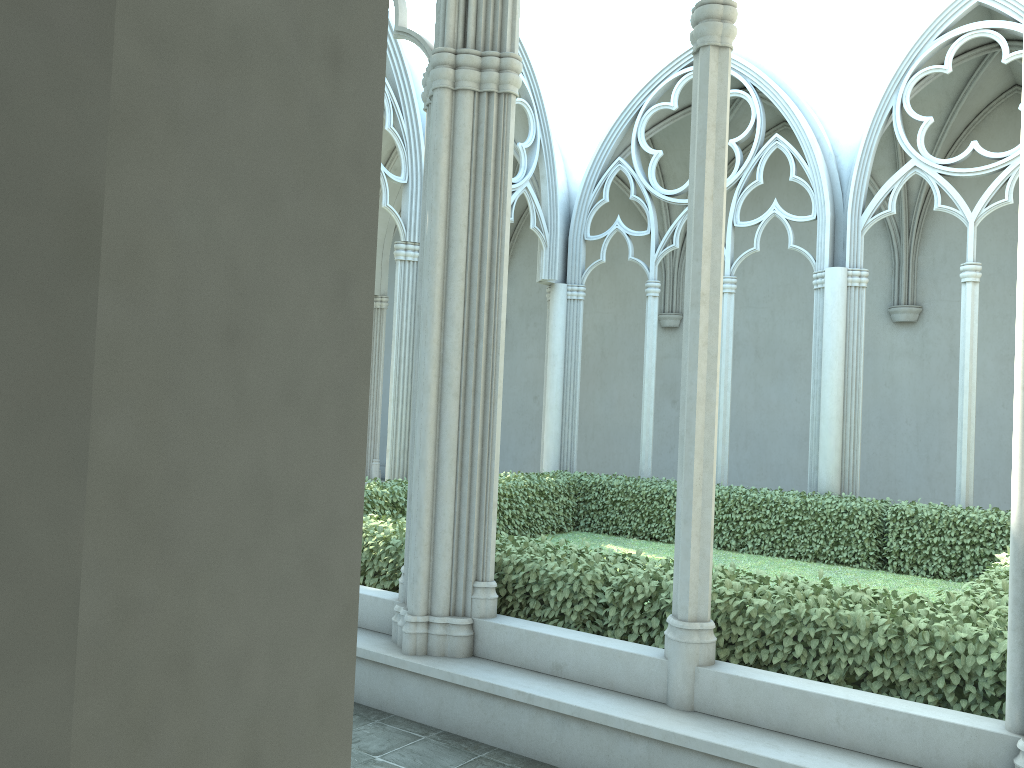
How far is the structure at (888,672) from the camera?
4.4m

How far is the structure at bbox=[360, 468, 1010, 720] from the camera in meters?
4.4 m

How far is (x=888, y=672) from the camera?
4.4 meters
